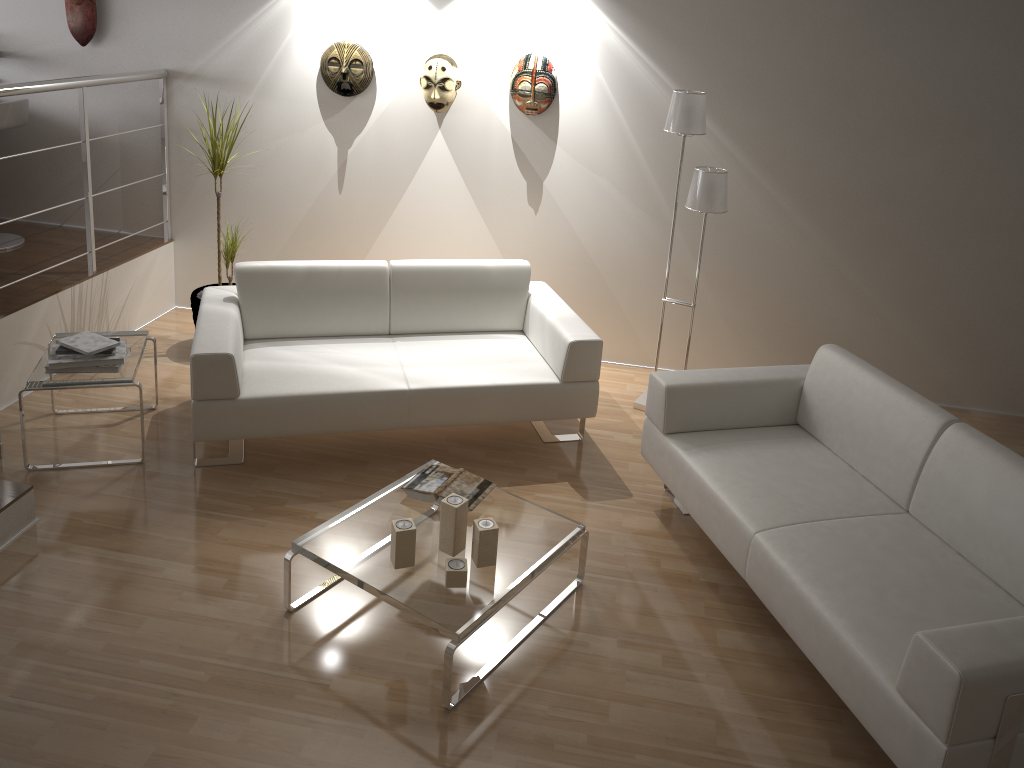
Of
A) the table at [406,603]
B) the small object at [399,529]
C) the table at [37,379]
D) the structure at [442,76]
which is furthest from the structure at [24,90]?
the small object at [399,529]

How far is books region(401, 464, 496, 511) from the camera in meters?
3.2

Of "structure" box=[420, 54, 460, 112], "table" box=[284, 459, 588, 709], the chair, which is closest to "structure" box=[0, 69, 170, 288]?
the chair

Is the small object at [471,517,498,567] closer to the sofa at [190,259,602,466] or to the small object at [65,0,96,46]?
the sofa at [190,259,602,466]

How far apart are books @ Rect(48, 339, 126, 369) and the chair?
1.83m

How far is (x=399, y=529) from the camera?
2.85m

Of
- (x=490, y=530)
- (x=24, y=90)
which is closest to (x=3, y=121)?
(x=24, y=90)

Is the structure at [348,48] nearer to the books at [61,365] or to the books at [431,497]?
the books at [61,365]

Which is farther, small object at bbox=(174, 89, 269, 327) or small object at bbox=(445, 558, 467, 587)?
small object at bbox=(174, 89, 269, 327)

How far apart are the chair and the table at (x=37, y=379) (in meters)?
1.39
